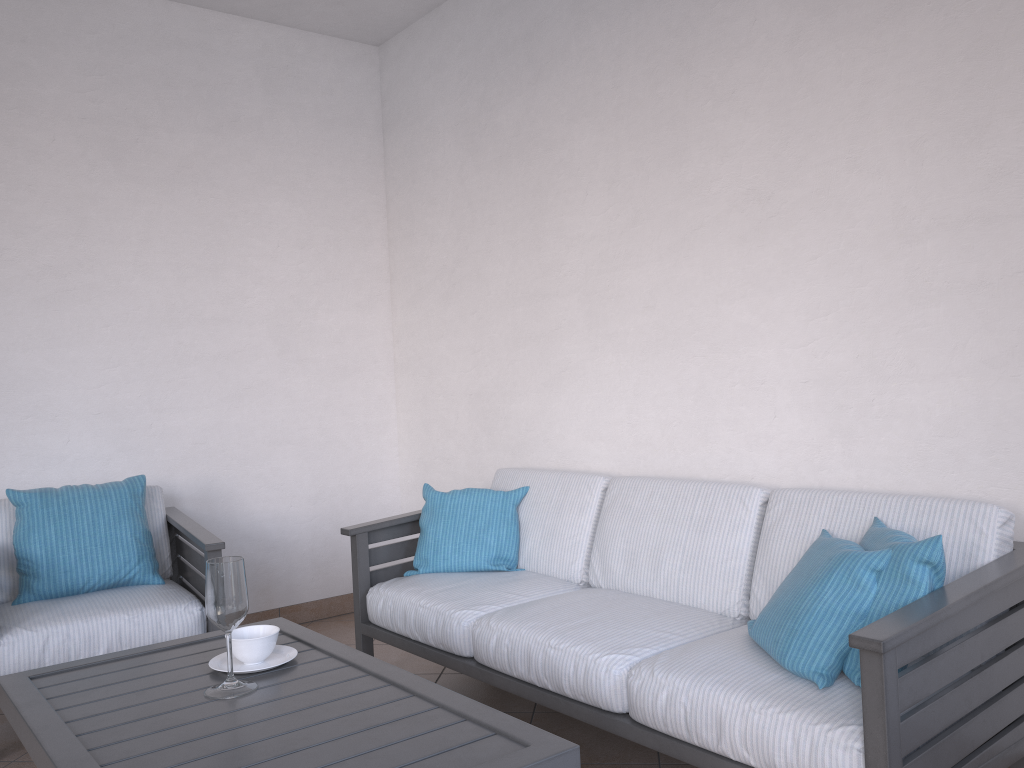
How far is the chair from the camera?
2.9m

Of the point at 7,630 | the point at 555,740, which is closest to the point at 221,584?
the point at 555,740

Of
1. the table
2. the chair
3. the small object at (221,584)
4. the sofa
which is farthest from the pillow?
the chair

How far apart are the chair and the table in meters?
0.8 m

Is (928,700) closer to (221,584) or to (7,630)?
(221,584)

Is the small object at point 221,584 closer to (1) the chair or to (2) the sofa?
(2) the sofa

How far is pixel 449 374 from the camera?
4.2 meters

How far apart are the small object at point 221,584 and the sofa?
0.7 meters

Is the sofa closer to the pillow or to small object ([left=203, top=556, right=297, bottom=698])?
the pillow

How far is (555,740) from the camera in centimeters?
155cm
